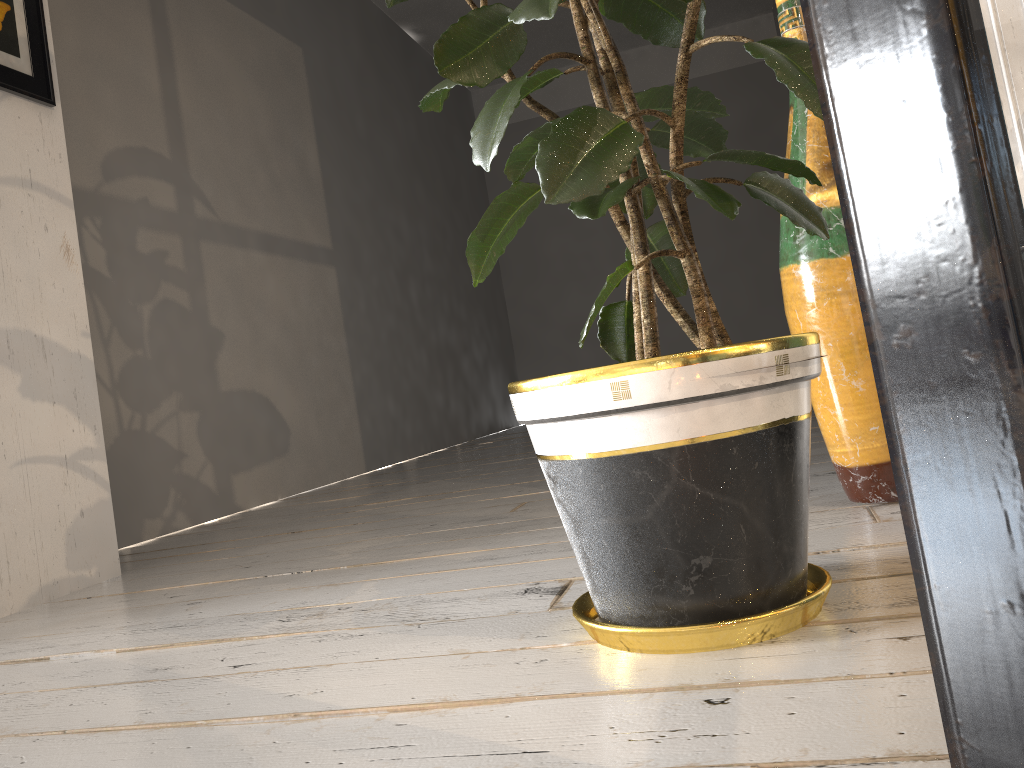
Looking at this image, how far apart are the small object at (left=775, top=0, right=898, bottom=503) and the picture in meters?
1.7 m

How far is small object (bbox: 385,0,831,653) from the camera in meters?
0.9 m

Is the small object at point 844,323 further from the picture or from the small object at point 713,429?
the picture

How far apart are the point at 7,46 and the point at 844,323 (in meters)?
1.96

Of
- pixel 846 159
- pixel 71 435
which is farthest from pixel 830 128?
pixel 71 435

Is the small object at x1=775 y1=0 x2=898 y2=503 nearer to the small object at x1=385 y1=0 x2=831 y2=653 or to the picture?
the small object at x1=385 y1=0 x2=831 y2=653

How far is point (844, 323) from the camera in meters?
1.4 m

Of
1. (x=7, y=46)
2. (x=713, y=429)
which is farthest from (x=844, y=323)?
(x=7, y=46)

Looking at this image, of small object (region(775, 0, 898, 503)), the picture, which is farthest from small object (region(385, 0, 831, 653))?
the picture

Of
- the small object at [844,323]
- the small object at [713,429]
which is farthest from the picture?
the small object at [844,323]
